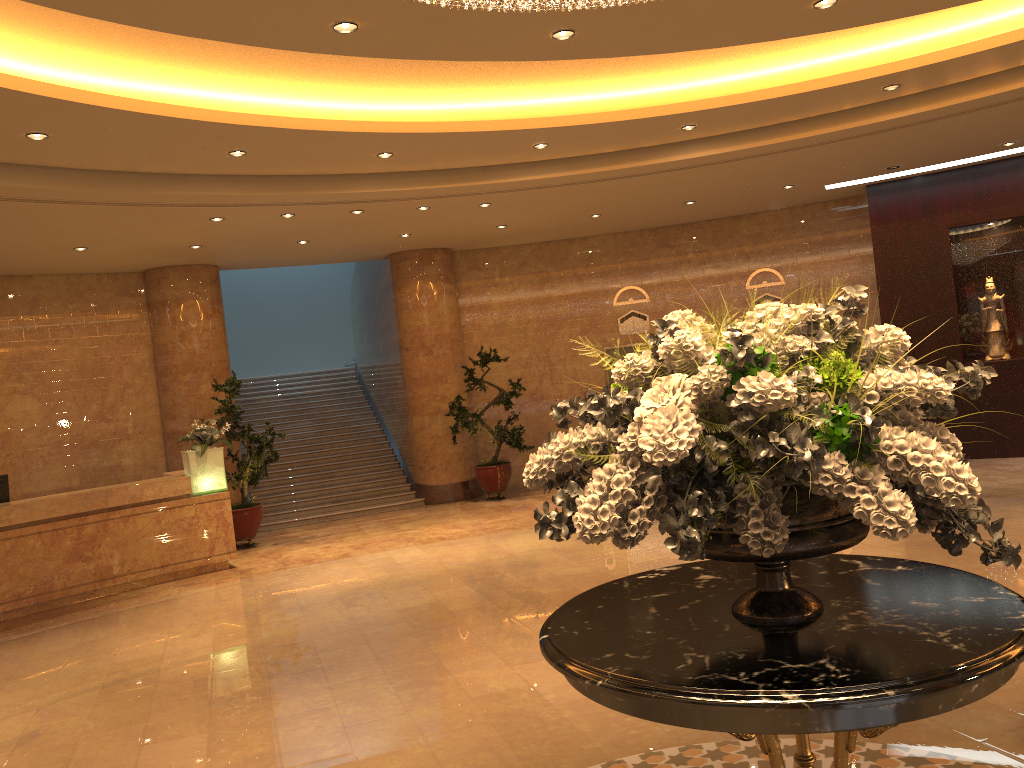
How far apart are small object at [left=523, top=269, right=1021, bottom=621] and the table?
0.0m

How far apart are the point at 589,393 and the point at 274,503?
5.3 meters

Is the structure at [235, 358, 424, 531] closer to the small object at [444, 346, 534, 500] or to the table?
the small object at [444, 346, 534, 500]

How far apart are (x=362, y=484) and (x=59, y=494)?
5.26m

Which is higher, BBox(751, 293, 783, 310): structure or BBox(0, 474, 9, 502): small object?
BBox(751, 293, 783, 310): structure

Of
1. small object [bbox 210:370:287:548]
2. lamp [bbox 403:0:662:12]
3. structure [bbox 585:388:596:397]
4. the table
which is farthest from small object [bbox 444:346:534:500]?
the table

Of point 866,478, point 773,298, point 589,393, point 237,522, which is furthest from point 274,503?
point 866,478

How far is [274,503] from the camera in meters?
13.7

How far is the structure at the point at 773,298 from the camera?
14.0m

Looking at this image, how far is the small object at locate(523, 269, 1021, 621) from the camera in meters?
2.2
